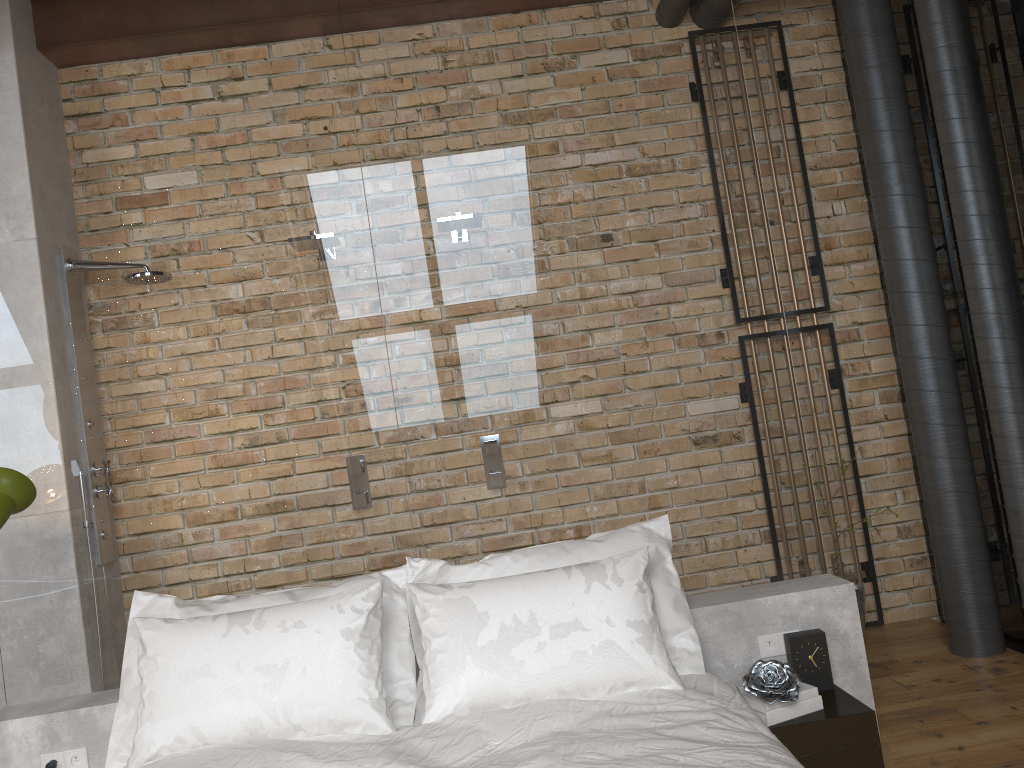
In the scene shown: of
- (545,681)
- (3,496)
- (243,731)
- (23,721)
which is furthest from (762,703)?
(3,496)

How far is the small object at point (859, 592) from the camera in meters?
3.9

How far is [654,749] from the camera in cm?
194

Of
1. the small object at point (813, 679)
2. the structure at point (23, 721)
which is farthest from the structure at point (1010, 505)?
the small object at point (813, 679)

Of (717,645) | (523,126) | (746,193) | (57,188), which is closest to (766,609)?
(717,645)

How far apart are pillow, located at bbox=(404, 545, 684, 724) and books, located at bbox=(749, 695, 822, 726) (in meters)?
0.34

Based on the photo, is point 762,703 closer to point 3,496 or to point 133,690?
point 133,690

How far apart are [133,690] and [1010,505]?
2.9 meters

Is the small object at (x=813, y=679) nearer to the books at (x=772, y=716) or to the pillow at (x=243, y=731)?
the books at (x=772, y=716)

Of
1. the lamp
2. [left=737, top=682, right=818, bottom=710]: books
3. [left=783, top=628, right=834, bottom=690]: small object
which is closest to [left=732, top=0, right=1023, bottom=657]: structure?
[left=783, top=628, right=834, bottom=690]: small object
